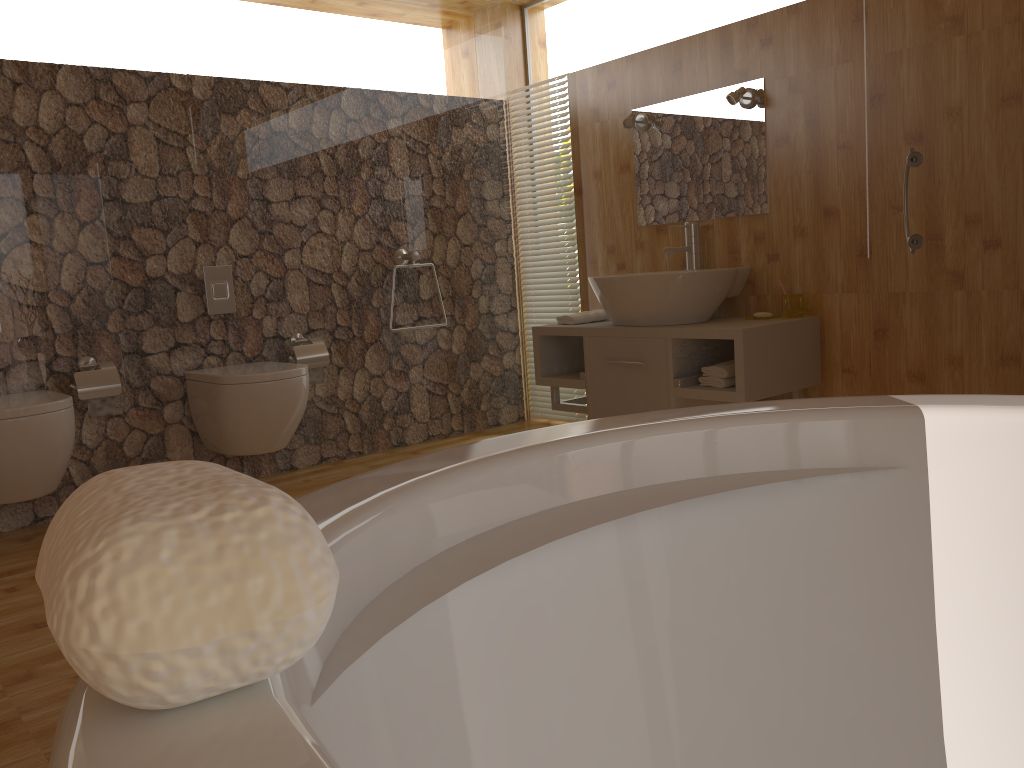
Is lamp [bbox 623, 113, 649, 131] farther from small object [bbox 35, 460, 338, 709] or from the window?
small object [bbox 35, 460, 338, 709]

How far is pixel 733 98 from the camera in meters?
3.5

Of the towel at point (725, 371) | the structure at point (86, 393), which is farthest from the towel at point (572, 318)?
the structure at point (86, 393)

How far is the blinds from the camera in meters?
4.5

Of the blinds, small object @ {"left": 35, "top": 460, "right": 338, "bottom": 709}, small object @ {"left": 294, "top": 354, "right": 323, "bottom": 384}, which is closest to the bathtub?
small object @ {"left": 35, "top": 460, "right": 338, "bottom": 709}

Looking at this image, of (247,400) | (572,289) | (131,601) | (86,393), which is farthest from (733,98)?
(131,601)

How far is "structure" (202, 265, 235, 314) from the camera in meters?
3.7 m

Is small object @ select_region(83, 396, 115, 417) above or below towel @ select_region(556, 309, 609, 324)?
below

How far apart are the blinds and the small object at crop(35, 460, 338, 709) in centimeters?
412cm

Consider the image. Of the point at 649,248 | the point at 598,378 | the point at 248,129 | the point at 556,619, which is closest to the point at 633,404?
the point at 598,378
